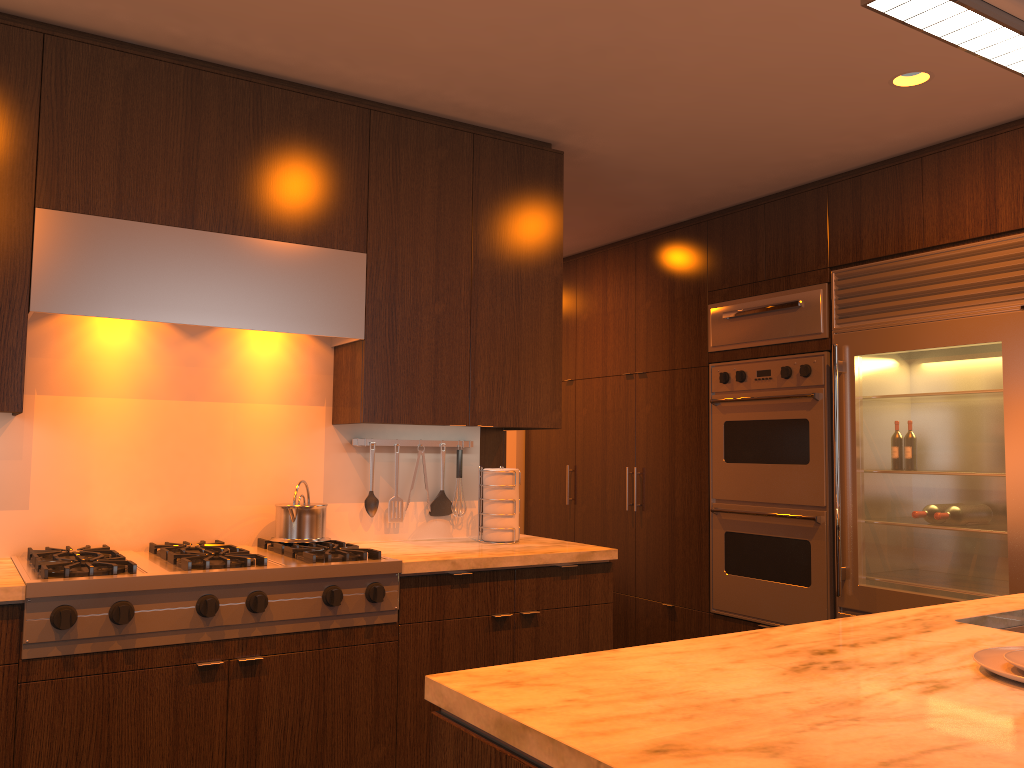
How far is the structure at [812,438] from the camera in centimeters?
414cm

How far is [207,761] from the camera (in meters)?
2.53

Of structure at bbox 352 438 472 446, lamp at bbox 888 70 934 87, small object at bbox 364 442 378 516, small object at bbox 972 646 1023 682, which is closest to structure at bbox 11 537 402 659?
small object at bbox 364 442 378 516

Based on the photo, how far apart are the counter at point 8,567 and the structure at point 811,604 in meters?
1.2

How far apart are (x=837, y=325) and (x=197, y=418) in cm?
280

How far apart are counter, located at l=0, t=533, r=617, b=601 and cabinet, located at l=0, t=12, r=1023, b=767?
0.0m

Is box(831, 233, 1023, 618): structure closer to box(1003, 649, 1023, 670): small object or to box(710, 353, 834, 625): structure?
box(710, 353, 834, 625): structure

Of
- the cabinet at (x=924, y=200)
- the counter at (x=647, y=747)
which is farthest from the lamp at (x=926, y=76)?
the counter at (x=647, y=747)

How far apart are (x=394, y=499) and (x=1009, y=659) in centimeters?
243cm

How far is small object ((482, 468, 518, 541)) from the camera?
3.5 meters
